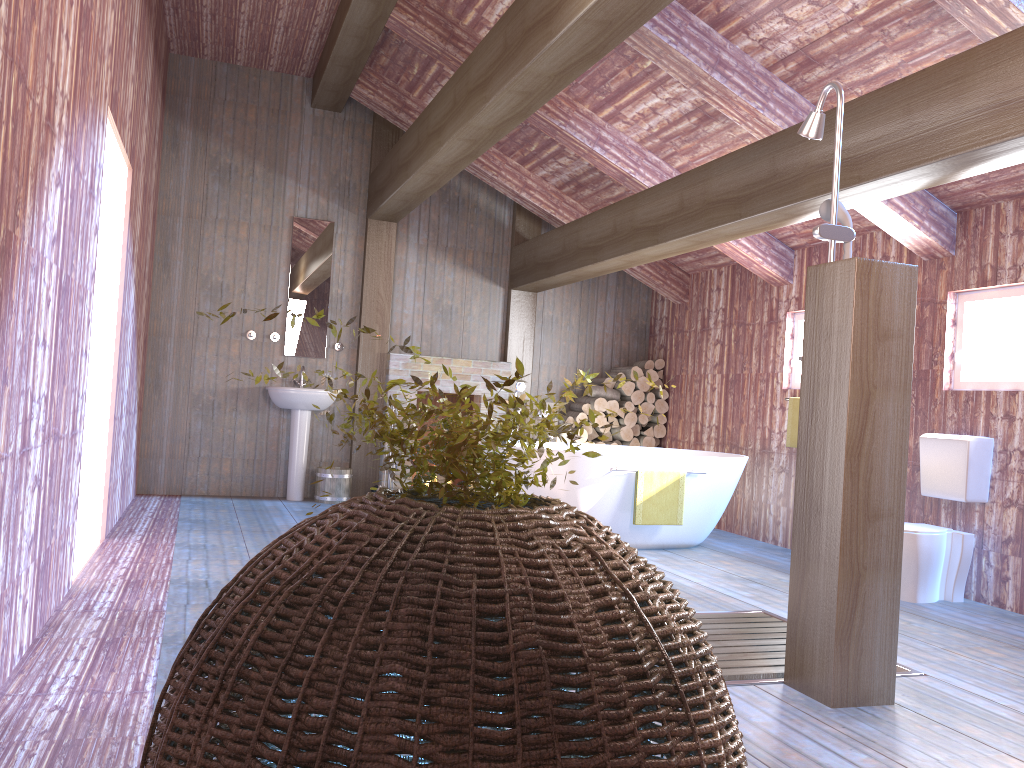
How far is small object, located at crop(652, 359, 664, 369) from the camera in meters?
8.4

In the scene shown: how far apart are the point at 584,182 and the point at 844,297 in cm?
459

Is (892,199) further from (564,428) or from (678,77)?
(564,428)

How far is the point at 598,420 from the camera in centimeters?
806cm

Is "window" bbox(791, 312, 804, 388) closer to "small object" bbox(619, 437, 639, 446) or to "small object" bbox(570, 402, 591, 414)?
"small object" bbox(619, 437, 639, 446)

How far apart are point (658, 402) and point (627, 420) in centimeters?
36cm

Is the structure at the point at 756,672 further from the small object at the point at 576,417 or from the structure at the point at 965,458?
the small object at the point at 576,417

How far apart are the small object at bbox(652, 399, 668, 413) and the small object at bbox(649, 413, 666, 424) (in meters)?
0.07

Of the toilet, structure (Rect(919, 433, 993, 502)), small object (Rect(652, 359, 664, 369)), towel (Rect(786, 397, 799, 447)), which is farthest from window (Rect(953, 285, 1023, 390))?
small object (Rect(652, 359, 664, 369))

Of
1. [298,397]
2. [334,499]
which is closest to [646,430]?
[334,499]
